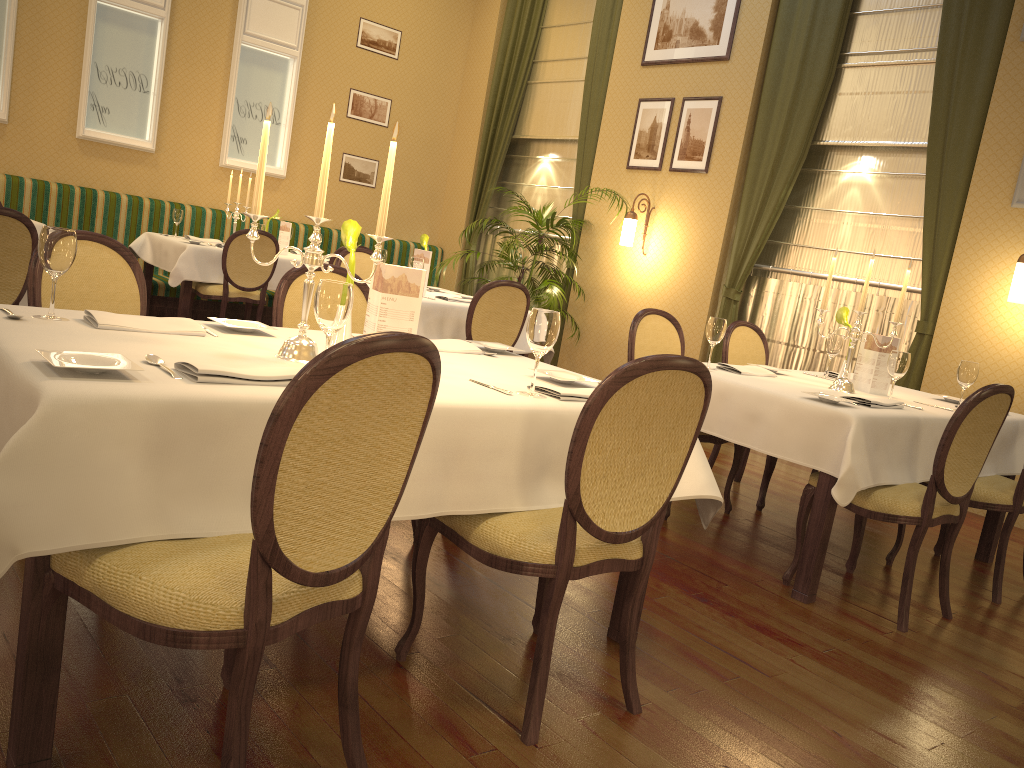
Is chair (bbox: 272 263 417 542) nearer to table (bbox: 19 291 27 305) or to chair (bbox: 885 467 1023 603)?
table (bbox: 19 291 27 305)

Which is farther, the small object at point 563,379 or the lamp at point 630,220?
the lamp at point 630,220

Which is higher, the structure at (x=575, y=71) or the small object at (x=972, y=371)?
the structure at (x=575, y=71)

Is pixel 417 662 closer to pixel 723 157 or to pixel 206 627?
pixel 206 627

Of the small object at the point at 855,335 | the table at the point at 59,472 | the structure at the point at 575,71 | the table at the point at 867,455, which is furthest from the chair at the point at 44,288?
the structure at the point at 575,71

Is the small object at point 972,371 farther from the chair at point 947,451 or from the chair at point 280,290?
the chair at point 280,290

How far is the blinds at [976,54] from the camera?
5.71m

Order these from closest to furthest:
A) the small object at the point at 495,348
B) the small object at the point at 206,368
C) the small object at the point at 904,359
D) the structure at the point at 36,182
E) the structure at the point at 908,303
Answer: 1. the small object at the point at 206,368
2. the small object at the point at 495,348
3. the small object at the point at 904,359
4. the structure at the point at 908,303
5. the structure at the point at 36,182

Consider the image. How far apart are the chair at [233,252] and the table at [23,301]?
2.77m

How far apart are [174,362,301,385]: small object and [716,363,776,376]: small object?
2.5 meters
